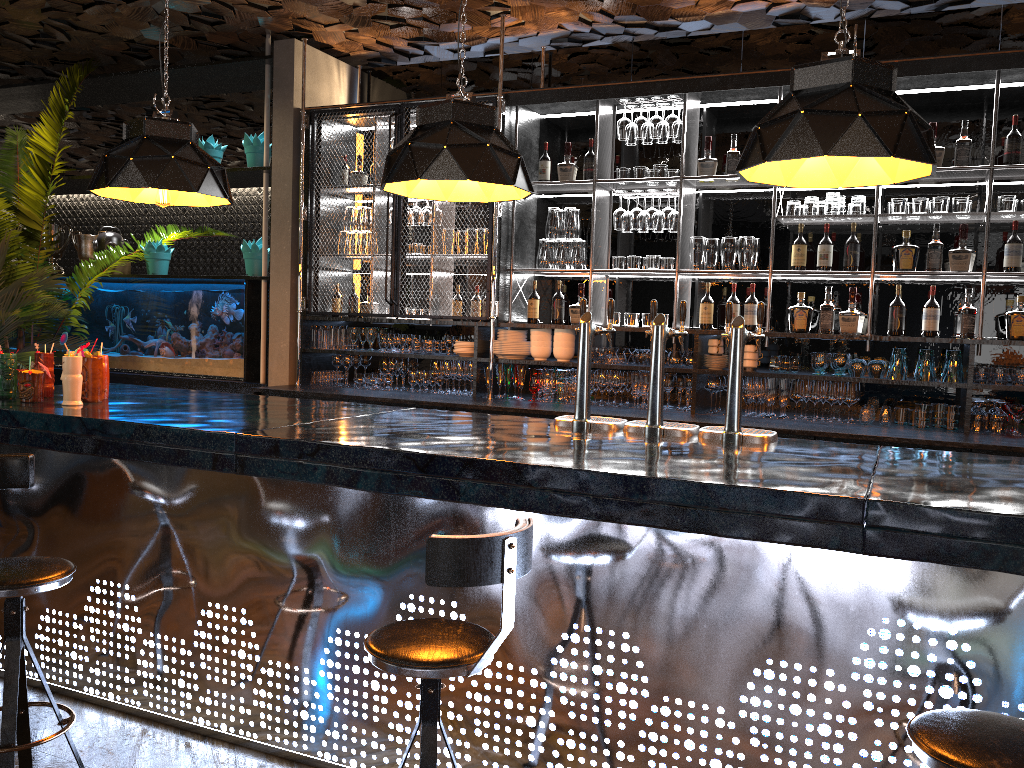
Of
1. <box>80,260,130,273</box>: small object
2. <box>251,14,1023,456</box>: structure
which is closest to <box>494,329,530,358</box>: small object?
<box>251,14,1023,456</box>: structure

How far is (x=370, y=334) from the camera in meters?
6.3 m

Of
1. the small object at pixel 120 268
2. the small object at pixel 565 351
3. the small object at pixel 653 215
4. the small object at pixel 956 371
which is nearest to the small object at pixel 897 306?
the small object at pixel 956 371

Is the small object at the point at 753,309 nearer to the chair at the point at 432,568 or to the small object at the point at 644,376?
the small object at the point at 644,376

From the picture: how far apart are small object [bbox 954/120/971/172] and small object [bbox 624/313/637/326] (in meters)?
2.02

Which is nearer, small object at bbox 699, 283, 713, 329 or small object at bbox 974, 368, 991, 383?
small object at bbox 974, 368, 991, 383

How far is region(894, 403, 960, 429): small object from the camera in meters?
4.9

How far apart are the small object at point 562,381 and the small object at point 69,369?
2.96m

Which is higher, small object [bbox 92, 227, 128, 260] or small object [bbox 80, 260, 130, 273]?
small object [bbox 92, 227, 128, 260]

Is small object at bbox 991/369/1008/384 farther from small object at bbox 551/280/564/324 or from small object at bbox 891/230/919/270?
small object at bbox 551/280/564/324
